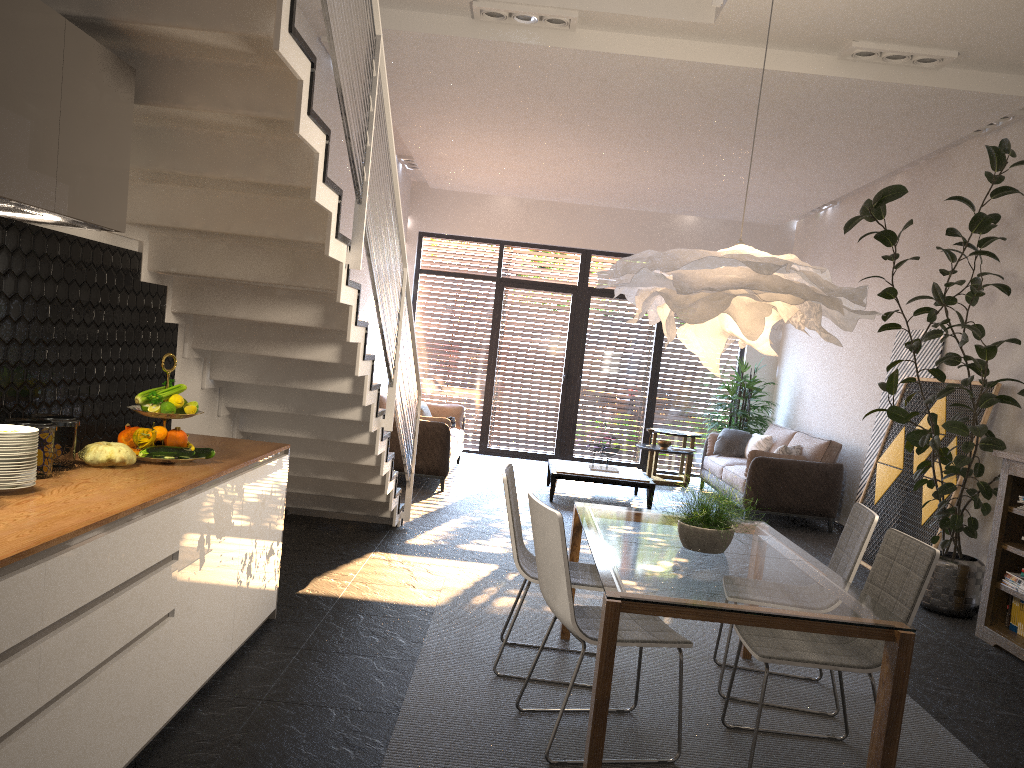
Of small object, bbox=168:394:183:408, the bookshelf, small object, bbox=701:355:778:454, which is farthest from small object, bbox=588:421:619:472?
small object, bbox=168:394:183:408

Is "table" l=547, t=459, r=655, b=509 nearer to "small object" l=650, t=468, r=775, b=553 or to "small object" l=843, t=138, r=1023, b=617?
"small object" l=843, t=138, r=1023, b=617

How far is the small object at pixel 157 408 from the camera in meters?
3.4

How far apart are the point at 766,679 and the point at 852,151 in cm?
568

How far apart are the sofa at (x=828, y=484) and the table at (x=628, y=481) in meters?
0.9

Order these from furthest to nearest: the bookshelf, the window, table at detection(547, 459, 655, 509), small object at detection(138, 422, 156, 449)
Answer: the window, table at detection(547, 459, 655, 509), the bookshelf, small object at detection(138, 422, 156, 449)

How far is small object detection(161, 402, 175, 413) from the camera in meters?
3.4 m

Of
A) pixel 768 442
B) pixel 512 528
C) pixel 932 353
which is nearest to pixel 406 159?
pixel 768 442

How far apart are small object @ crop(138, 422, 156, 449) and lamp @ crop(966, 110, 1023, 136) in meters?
6.3

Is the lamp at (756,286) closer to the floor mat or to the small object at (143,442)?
the floor mat
